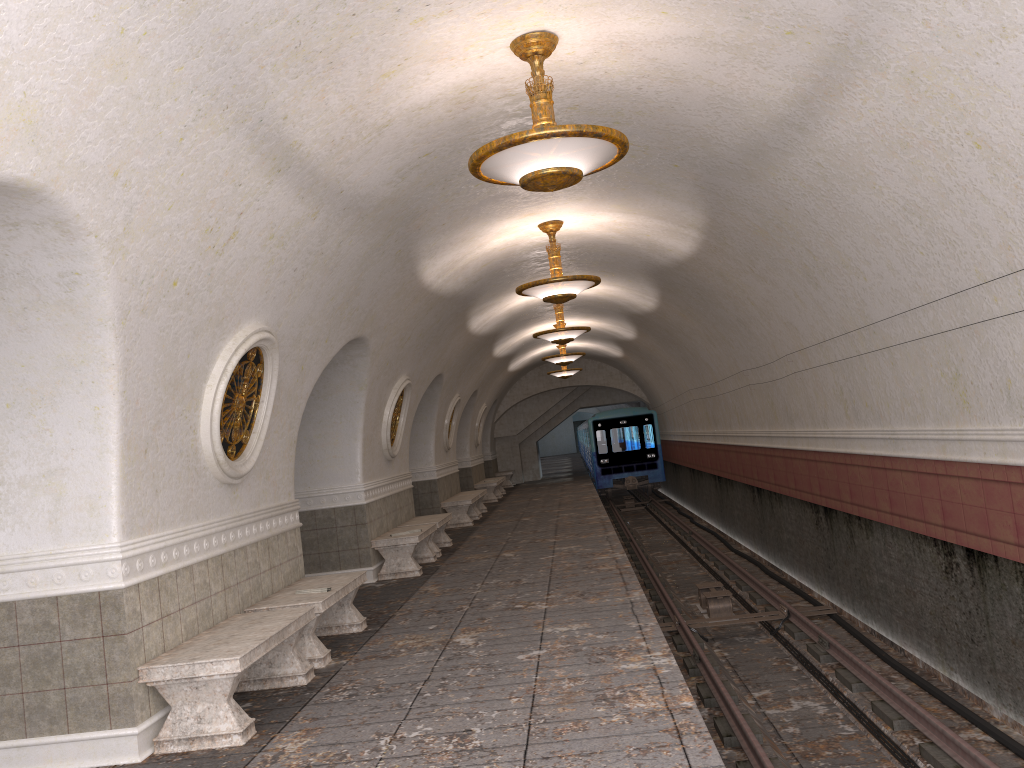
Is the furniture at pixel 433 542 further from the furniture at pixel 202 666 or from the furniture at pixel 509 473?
the furniture at pixel 509 473

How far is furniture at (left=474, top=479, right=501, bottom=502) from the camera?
23.0 meters

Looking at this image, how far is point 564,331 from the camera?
14.78m

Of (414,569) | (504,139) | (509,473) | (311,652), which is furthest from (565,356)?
(504,139)

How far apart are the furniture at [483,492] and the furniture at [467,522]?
0.54m

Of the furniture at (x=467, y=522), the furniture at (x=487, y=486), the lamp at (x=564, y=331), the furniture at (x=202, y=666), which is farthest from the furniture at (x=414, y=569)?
the furniture at (x=487, y=486)

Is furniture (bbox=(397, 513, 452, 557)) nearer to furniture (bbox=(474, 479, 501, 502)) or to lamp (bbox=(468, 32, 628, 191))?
lamp (bbox=(468, 32, 628, 191))

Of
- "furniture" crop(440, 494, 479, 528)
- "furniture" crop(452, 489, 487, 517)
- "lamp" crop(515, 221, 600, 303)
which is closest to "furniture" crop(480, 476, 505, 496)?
"furniture" crop(452, 489, 487, 517)

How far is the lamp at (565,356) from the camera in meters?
19.6

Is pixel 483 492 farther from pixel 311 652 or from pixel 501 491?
Result: pixel 311 652
